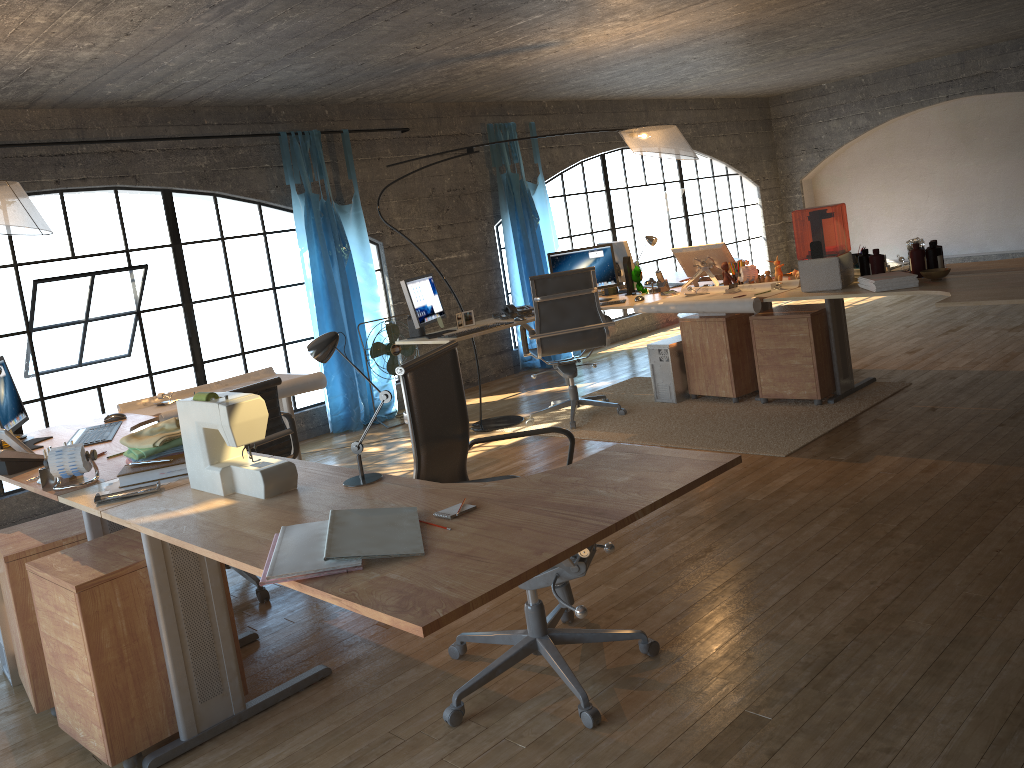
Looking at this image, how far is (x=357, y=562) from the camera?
1.7m

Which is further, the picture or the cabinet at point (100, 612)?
the picture

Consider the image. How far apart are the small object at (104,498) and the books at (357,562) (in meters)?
0.83

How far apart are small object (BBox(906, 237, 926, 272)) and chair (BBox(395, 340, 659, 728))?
3.0 meters

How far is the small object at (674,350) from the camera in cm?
594

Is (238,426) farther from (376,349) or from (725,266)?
(376,349)

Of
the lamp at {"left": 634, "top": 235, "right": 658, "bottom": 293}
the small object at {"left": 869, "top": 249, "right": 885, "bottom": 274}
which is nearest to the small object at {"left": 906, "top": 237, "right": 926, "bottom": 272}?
the small object at {"left": 869, "top": 249, "right": 885, "bottom": 274}

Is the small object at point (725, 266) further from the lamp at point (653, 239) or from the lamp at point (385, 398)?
the lamp at point (385, 398)

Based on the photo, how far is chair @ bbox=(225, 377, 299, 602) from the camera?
3.7 meters

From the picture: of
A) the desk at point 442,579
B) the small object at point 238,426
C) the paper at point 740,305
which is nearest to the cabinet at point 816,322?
the paper at point 740,305
